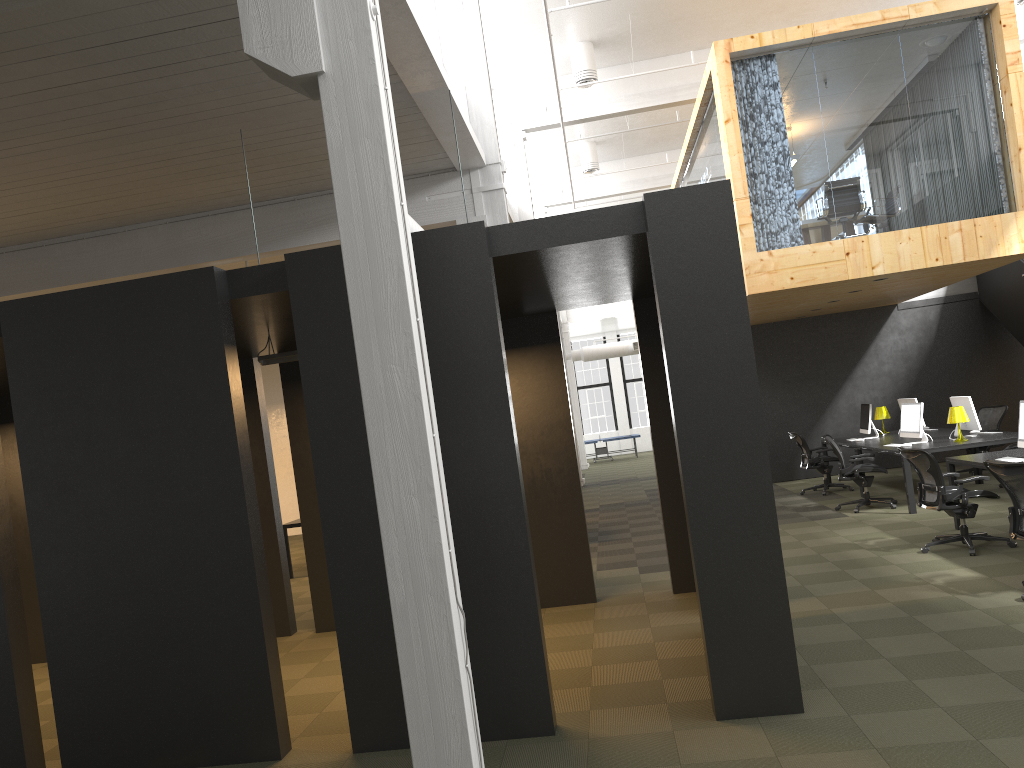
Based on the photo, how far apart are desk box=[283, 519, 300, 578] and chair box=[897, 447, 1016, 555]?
7.7 meters

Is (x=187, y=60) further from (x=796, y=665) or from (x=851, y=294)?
(x=851, y=294)

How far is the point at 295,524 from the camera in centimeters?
1214cm

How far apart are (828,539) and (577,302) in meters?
4.3

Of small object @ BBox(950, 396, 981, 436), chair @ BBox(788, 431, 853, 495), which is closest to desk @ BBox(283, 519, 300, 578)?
chair @ BBox(788, 431, 853, 495)

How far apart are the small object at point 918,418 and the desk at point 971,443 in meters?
0.1

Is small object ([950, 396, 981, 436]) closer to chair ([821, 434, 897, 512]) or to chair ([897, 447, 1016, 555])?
chair ([821, 434, 897, 512])

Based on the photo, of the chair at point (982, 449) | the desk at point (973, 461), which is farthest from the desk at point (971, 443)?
the desk at point (973, 461)

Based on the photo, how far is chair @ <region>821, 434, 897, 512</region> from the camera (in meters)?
11.36

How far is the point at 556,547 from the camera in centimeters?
808cm
